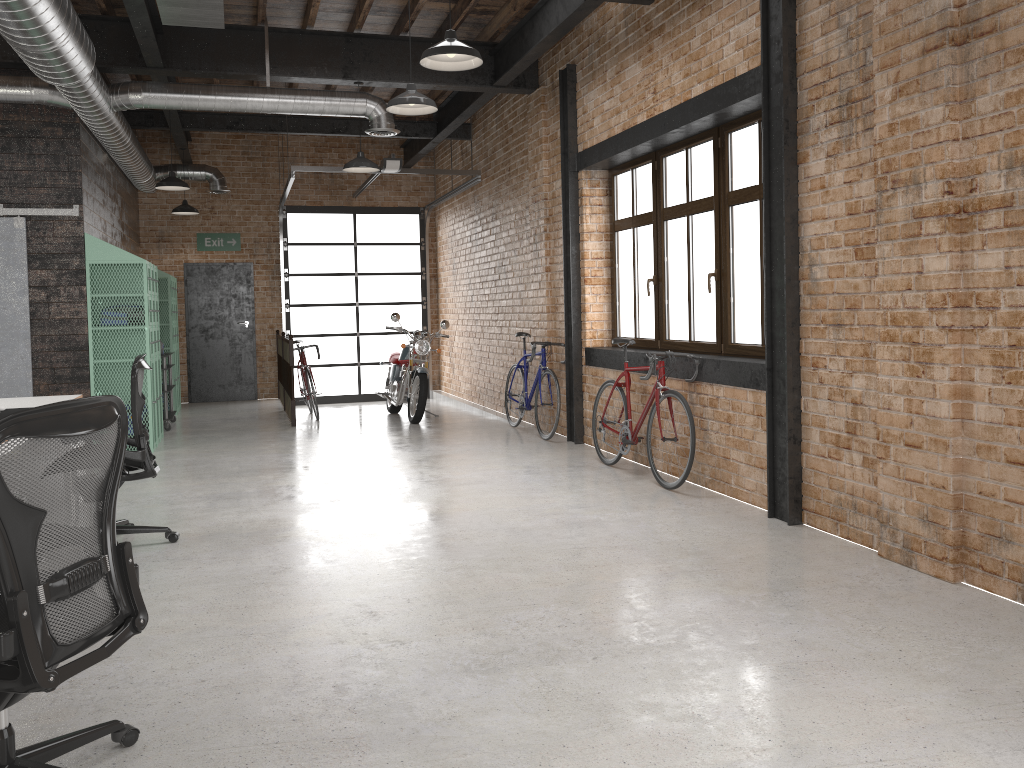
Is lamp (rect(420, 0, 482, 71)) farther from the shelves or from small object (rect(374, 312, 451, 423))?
the shelves

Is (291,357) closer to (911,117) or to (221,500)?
(221,500)

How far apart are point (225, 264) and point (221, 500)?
7.88m

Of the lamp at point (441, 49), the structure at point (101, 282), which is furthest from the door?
the lamp at point (441, 49)

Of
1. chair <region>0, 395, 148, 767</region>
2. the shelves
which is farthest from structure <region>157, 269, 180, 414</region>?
chair <region>0, 395, 148, 767</region>

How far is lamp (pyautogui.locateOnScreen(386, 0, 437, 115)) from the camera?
5.96m

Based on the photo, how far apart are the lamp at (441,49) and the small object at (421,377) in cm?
545

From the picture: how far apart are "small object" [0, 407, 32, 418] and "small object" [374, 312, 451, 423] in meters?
5.5 m

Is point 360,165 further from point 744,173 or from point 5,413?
point 5,413

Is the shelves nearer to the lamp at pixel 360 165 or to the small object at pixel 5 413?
the lamp at pixel 360 165
